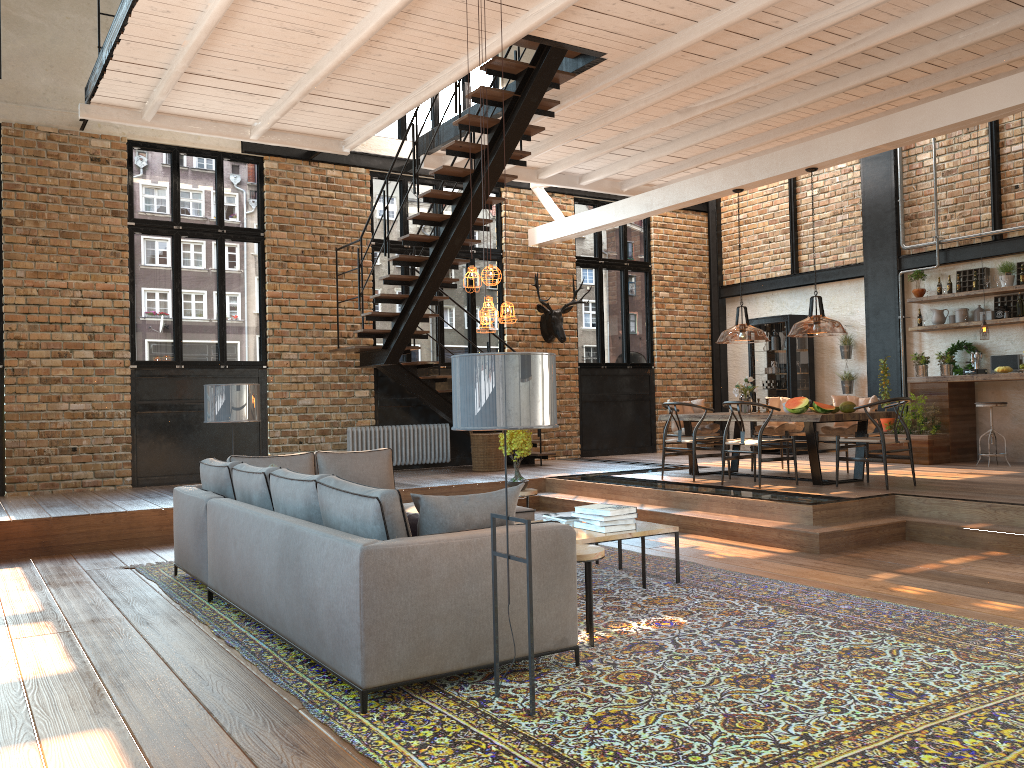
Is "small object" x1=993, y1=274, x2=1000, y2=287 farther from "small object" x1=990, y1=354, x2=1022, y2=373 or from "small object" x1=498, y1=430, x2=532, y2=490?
"small object" x1=498, y1=430, x2=532, y2=490

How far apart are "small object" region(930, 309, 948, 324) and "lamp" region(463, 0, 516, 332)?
7.8 meters

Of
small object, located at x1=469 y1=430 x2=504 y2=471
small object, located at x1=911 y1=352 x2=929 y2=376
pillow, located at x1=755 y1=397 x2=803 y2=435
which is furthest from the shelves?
small object, located at x1=469 y1=430 x2=504 y2=471

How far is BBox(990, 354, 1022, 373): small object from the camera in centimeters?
1073cm

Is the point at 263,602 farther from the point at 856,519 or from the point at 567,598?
the point at 856,519

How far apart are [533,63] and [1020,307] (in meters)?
6.85

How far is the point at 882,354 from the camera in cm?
1258

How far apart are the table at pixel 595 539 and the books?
0.05m

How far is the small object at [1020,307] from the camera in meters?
10.8 m

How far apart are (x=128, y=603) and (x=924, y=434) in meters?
9.4 m
